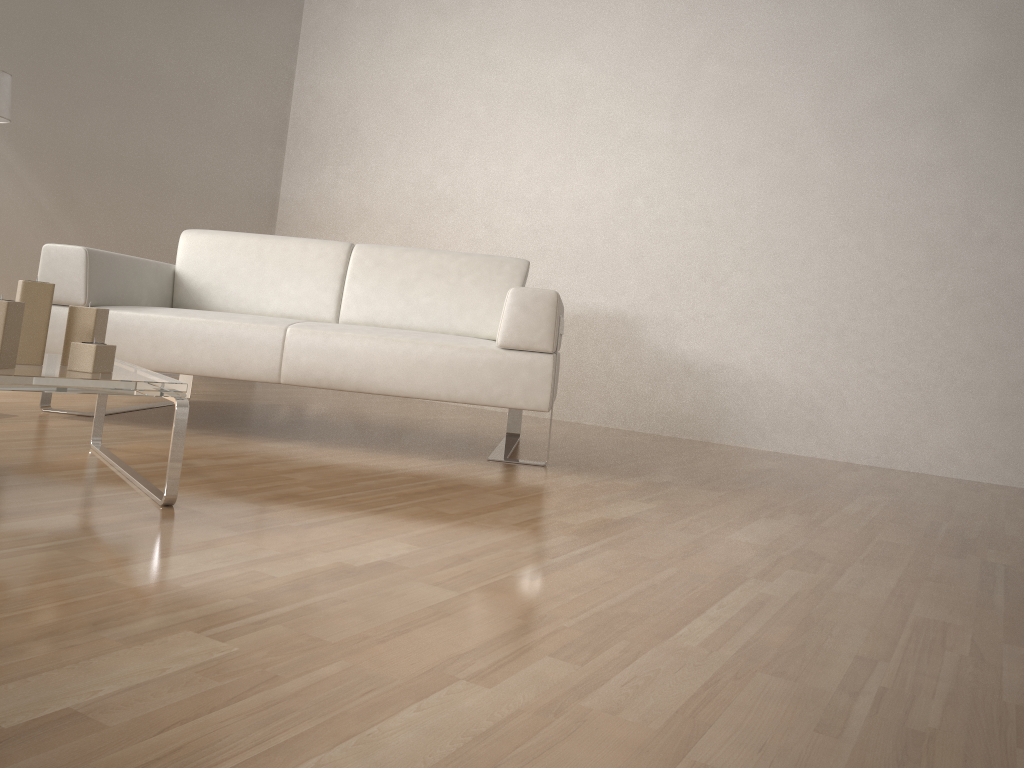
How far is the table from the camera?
1.70m

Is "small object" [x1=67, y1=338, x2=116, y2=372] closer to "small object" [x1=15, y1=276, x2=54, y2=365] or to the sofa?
"small object" [x1=15, y1=276, x2=54, y2=365]

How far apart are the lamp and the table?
1.8 meters

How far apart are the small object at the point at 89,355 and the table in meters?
Result: 0.0 m

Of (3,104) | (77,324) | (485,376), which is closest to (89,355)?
(77,324)

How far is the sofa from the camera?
2.8 meters

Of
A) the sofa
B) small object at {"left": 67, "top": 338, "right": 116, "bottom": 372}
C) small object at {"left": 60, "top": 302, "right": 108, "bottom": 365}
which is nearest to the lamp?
the sofa

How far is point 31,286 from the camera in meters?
1.9 m

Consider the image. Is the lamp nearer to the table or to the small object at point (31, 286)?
the table

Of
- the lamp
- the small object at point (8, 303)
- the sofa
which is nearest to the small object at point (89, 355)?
the small object at point (8, 303)
